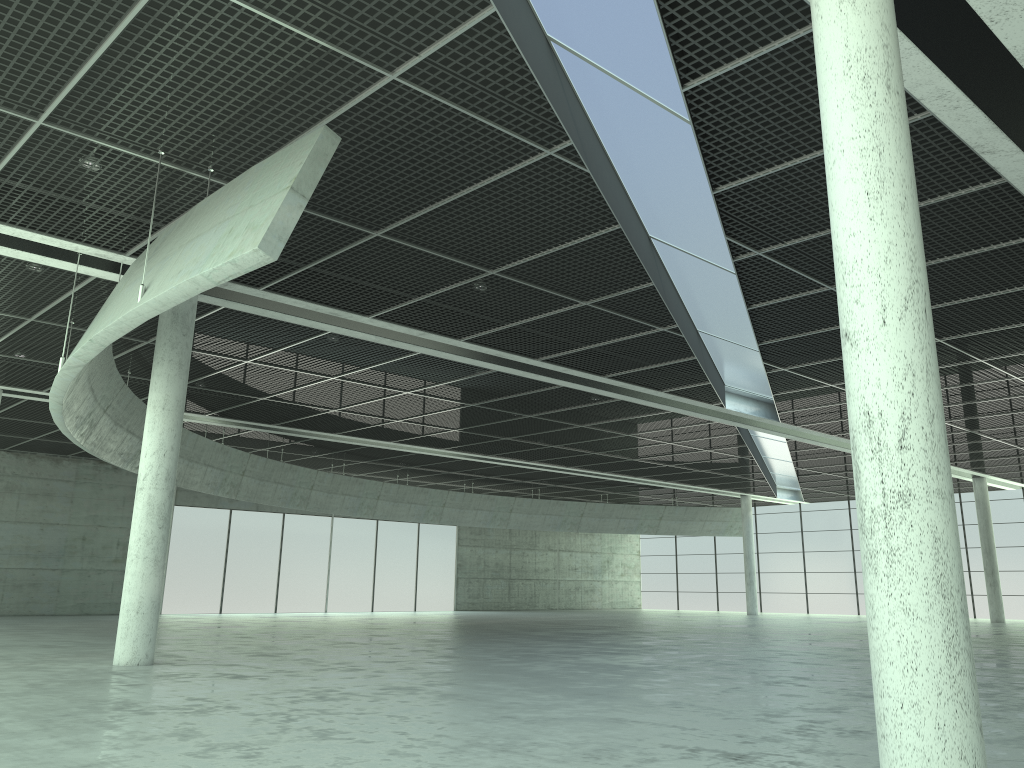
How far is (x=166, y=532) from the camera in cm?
2927
